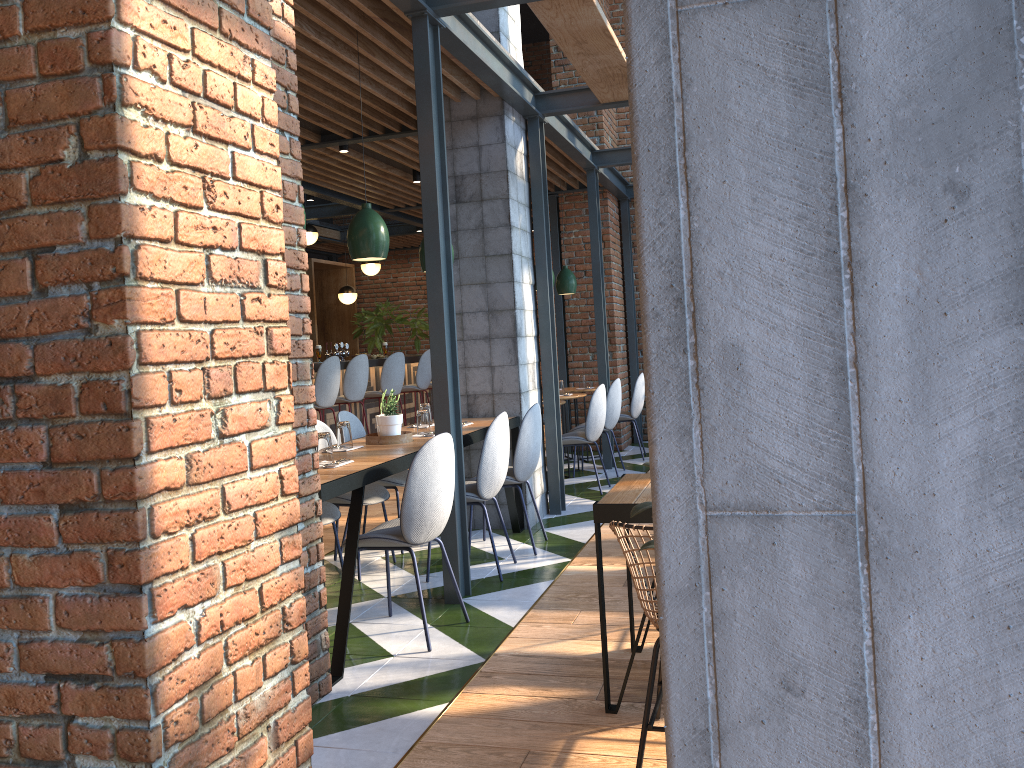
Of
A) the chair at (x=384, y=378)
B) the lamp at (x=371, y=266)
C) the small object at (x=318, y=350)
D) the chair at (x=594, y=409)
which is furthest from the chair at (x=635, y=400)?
the lamp at (x=371, y=266)

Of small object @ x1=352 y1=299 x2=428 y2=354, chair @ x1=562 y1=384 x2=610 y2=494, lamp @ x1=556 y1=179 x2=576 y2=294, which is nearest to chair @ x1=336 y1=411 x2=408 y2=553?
chair @ x1=562 y1=384 x2=610 y2=494

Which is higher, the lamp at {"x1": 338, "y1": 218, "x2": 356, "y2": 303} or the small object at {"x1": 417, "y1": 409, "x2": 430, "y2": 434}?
the lamp at {"x1": 338, "y1": 218, "x2": 356, "y2": 303}

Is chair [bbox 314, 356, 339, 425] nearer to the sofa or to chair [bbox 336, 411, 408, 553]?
chair [bbox 336, 411, 408, 553]

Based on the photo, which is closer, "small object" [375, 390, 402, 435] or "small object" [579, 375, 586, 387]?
"small object" [375, 390, 402, 435]

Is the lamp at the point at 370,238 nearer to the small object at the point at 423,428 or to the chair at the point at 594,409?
the small object at the point at 423,428

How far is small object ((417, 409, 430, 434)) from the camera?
5.0 meters

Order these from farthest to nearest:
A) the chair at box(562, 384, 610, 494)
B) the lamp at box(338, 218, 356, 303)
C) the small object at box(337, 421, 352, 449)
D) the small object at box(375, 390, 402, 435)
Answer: the lamp at box(338, 218, 356, 303) < the chair at box(562, 384, 610, 494) < the small object at box(375, 390, 402, 435) < the small object at box(337, 421, 352, 449)

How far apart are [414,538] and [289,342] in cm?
176

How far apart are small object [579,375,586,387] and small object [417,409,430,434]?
4.41m
